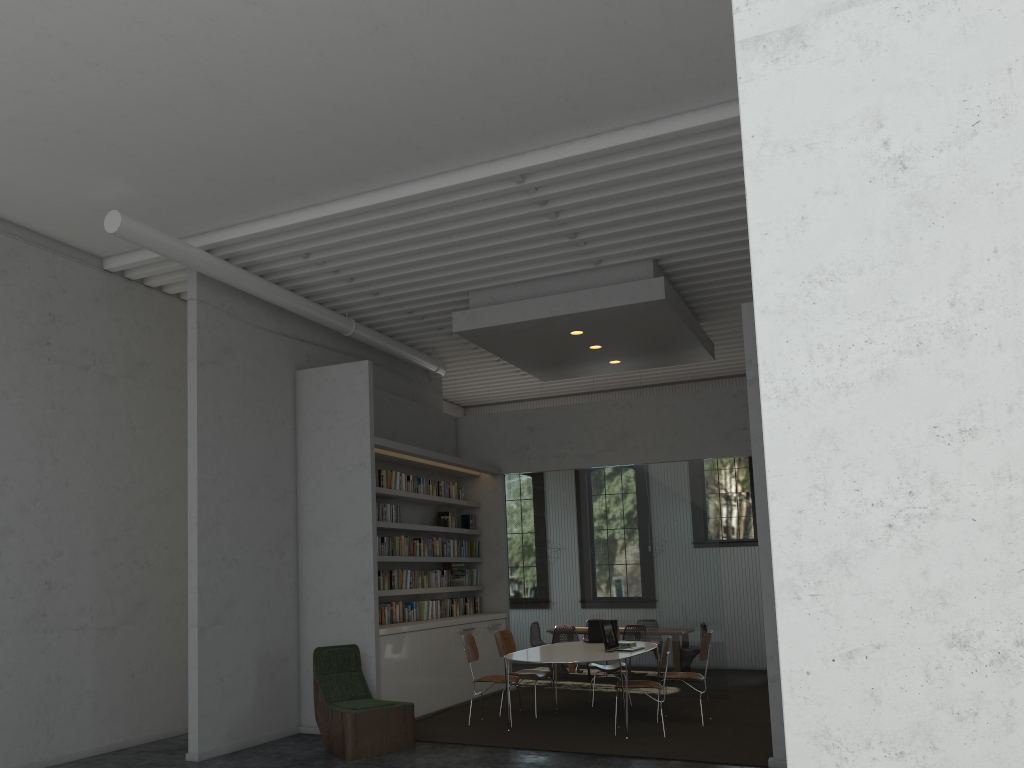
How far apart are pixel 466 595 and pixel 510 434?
2.21m
